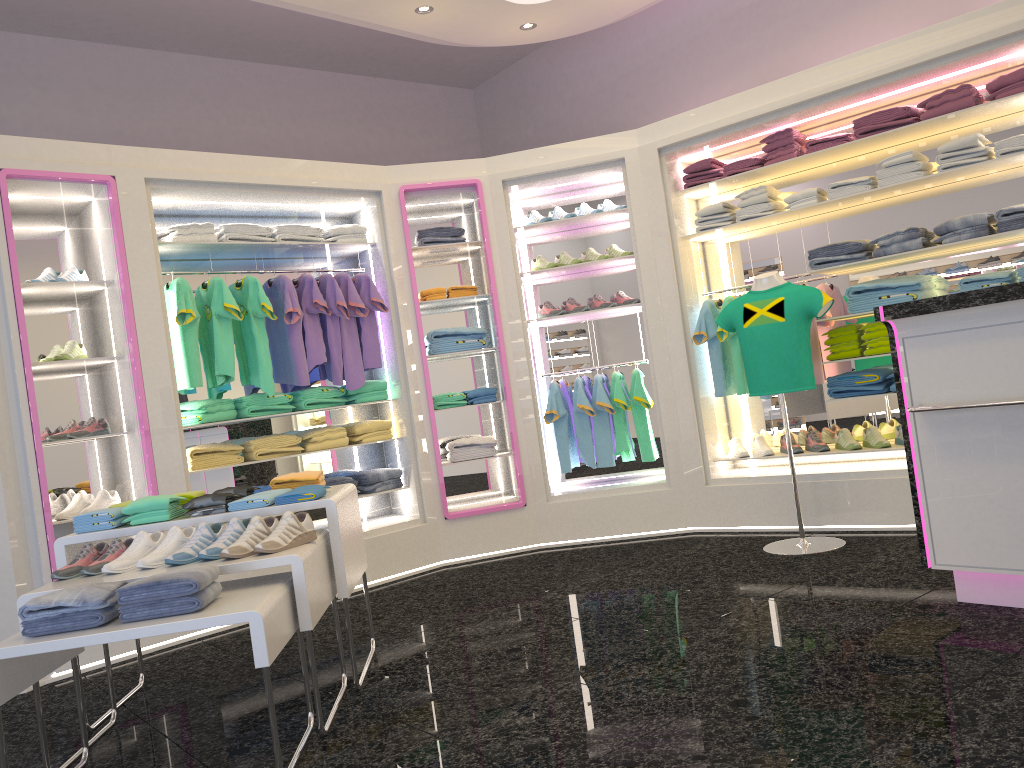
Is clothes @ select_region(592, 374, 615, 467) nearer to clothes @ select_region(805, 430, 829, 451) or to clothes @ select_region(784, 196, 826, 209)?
clothes @ select_region(805, 430, 829, 451)

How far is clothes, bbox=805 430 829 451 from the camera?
5.5m

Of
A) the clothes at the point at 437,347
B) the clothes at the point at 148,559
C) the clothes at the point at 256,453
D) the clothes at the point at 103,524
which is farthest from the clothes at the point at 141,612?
the clothes at the point at 437,347

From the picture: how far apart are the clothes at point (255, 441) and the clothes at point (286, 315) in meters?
0.3

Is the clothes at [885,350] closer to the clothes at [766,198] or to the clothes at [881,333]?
the clothes at [881,333]

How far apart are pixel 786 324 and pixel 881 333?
0.76m

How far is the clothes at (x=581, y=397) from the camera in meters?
6.1

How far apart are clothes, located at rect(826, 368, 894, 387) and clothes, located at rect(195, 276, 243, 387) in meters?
3.6

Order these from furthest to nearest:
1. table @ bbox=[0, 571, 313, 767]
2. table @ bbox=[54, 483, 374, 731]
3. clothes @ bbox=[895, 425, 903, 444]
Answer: clothes @ bbox=[895, 425, 903, 444] < table @ bbox=[54, 483, 374, 731] < table @ bbox=[0, 571, 313, 767]

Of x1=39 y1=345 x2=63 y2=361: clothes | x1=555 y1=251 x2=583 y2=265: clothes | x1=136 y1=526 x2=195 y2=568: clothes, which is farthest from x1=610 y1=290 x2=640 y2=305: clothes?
x1=136 y1=526 x2=195 y2=568: clothes
